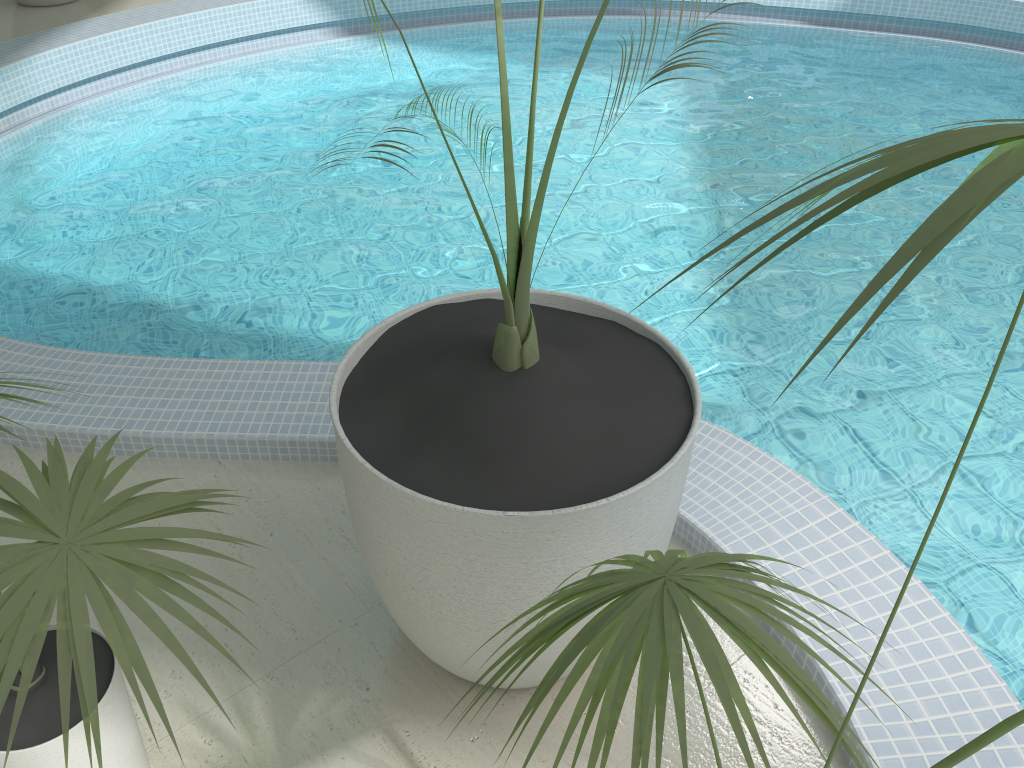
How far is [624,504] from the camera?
1.4m

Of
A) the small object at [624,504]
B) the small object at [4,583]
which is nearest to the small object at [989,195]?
the small object at [624,504]

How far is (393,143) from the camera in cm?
479

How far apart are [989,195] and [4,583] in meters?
1.0

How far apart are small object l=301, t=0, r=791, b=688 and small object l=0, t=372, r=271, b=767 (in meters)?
0.26

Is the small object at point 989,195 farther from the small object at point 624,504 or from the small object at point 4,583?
the small object at point 4,583

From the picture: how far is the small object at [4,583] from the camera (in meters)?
1.00

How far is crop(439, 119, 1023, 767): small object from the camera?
0.5m

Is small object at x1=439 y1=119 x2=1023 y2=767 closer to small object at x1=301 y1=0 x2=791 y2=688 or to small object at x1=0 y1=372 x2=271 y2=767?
small object at x1=301 y1=0 x2=791 y2=688

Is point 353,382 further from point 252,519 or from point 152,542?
point 252,519
